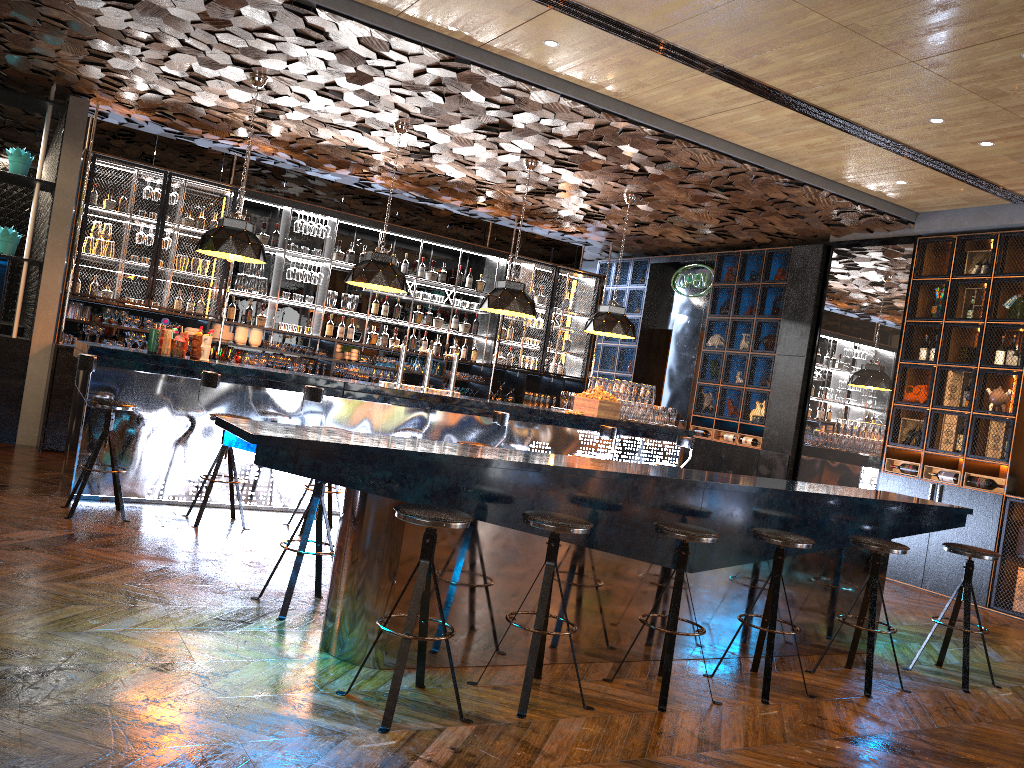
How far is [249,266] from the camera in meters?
10.2 m

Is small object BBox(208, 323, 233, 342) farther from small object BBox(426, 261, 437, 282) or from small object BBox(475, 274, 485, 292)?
small object BBox(475, 274, 485, 292)

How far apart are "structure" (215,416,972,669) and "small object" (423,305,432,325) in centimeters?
657cm

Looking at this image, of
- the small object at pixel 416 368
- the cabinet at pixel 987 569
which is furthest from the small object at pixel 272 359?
the cabinet at pixel 987 569

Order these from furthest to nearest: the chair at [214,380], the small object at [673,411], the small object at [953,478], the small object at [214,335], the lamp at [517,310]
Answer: the small object at [214,335] → the small object at [673,411] → the lamp at [517,310] → the small object at [953,478] → the chair at [214,380]

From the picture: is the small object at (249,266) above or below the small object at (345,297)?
above

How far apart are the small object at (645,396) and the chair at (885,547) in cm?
460

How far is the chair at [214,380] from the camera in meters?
6.4 m

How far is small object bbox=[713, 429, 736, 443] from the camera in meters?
11.1 m

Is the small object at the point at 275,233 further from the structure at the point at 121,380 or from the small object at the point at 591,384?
the small object at the point at 591,384
